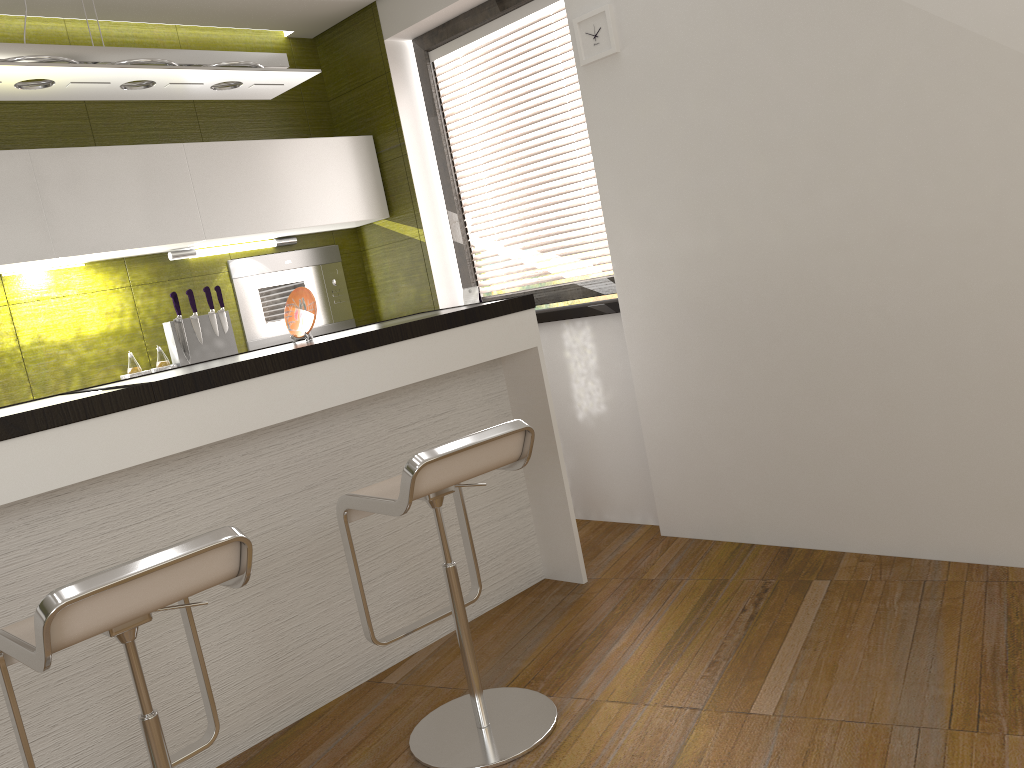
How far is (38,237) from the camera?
3.49m

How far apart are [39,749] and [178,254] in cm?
245

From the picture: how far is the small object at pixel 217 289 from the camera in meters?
4.2

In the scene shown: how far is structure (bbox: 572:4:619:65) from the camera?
3.4m

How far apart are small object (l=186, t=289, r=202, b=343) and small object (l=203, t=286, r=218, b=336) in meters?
0.1 m

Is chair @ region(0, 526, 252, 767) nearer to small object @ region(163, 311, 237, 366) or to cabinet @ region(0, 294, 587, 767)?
cabinet @ region(0, 294, 587, 767)

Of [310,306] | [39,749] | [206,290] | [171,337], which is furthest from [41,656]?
[206,290]

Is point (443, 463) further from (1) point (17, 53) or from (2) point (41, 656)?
(1) point (17, 53)

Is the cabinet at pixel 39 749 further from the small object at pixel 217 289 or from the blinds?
the small object at pixel 217 289

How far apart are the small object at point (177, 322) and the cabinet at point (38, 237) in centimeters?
21cm
